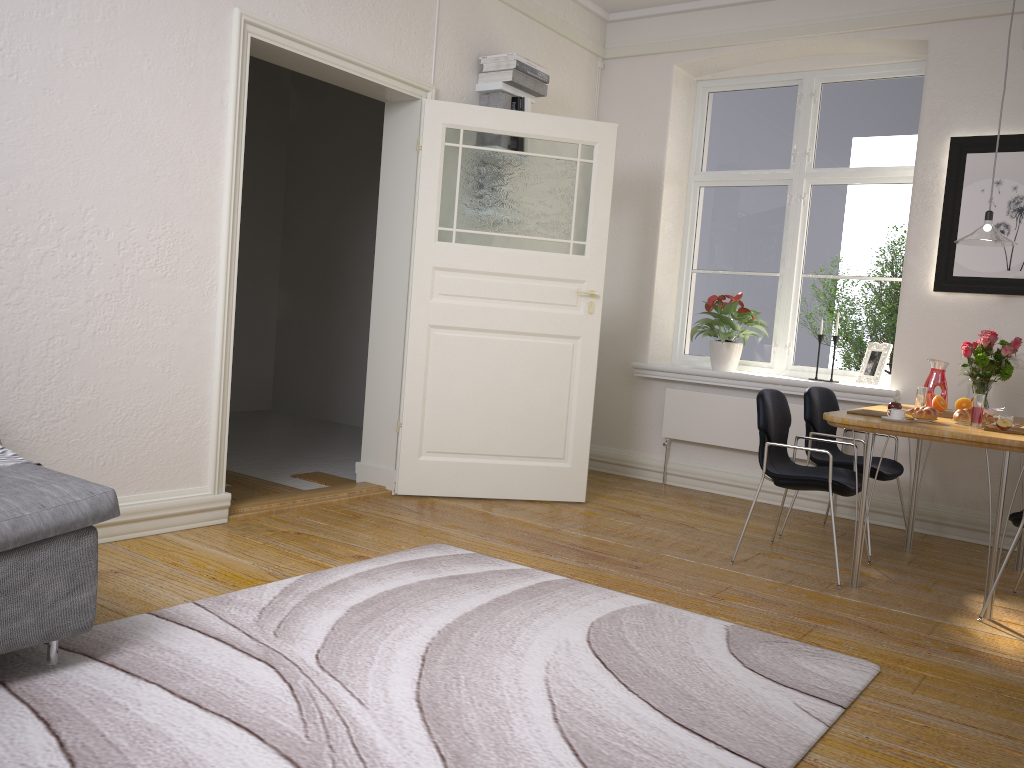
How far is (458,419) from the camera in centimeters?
496cm

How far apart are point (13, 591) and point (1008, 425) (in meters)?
3.50

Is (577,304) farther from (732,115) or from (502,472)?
(732,115)

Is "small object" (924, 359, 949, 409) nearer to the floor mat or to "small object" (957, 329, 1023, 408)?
"small object" (957, 329, 1023, 408)

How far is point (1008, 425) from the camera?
3.5 meters

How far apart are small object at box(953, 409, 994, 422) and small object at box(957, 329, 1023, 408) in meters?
0.6 m

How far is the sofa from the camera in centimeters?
224cm

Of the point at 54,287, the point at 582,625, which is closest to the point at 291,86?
the point at 54,287

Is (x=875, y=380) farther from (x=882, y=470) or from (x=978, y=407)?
(x=978, y=407)

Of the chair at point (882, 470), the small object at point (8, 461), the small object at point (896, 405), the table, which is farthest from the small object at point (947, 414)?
the small object at point (8, 461)
